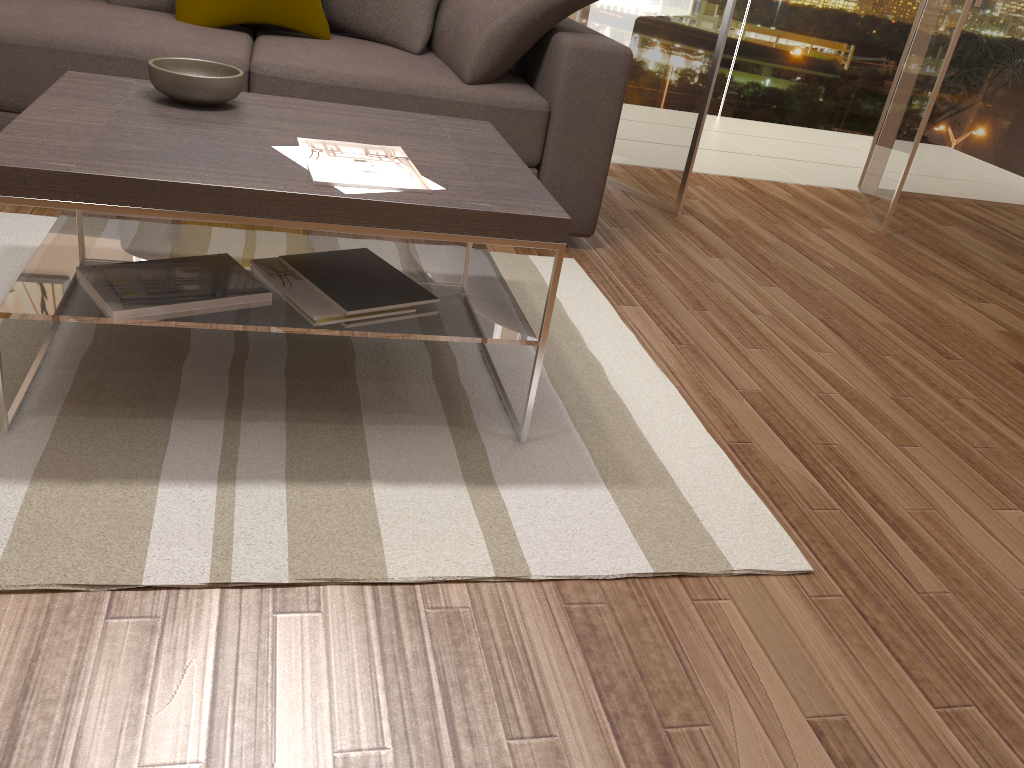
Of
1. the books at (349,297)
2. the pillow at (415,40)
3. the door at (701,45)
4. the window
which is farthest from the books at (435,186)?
the window

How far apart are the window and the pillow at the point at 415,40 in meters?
3.3 m

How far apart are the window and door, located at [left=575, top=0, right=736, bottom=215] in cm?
204

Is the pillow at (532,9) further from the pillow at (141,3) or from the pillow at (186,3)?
the pillow at (141,3)

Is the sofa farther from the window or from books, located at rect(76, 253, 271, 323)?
the window

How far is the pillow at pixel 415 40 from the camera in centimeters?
328cm

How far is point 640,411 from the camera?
2.3 meters

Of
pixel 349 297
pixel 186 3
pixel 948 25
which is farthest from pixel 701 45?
pixel 349 297

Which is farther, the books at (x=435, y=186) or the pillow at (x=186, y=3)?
the pillow at (x=186, y=3)

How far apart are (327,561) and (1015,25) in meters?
5.2 m
